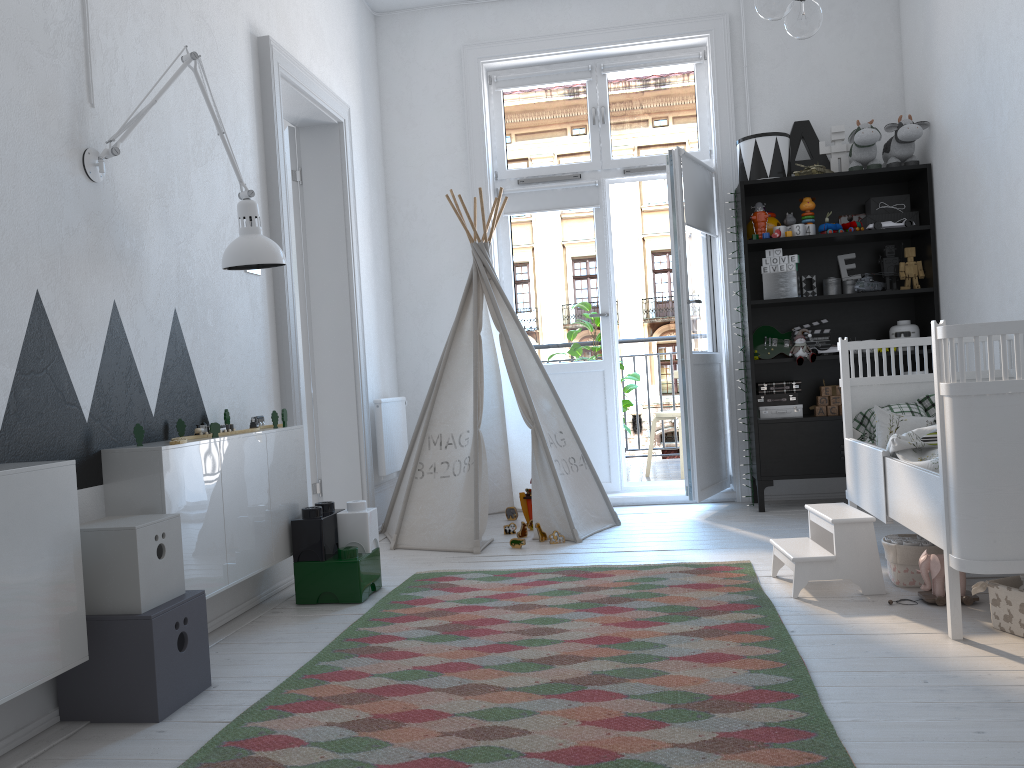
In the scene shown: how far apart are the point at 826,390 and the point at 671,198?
1.3 meters

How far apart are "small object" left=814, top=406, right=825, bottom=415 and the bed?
1.0 meters

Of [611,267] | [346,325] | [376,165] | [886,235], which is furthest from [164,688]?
[886,235]

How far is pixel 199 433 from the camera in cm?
271

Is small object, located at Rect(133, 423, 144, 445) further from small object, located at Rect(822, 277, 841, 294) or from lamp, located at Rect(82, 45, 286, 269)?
small object, located at Rect(822, 277, 841, 294)

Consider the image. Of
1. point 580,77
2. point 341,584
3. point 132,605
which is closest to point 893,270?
point 580,77

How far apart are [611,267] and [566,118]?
0.9 meters

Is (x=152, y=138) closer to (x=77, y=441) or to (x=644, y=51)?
(x=77, y=441)

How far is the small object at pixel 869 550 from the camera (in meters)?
2.79

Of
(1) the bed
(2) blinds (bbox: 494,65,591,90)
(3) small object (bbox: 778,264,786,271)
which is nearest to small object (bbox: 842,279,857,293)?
(3) small object (bbox: 778,264,786,271)
